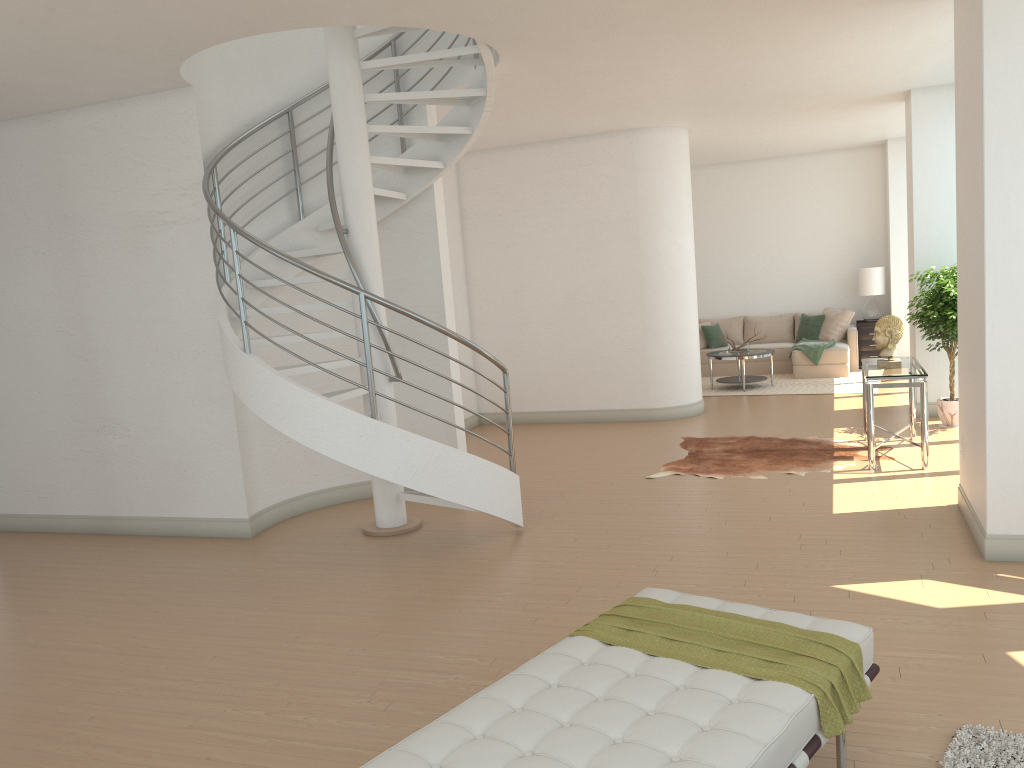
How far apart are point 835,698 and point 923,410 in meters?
5.0

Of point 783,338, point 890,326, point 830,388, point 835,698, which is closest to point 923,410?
point 890,326

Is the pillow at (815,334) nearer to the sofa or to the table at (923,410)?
the sofa

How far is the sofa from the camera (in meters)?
12.81

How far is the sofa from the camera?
12.8 meters

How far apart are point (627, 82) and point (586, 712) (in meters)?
6.11

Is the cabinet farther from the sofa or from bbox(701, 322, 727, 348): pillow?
bbox(701, 322, 727, 348): pillow

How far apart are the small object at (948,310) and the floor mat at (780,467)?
1.2 meters

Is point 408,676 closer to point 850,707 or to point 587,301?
point 850,707

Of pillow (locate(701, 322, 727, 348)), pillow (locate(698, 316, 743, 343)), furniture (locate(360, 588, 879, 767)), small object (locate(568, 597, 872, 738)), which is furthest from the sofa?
small object (locate(568, 597, 872, 738))
